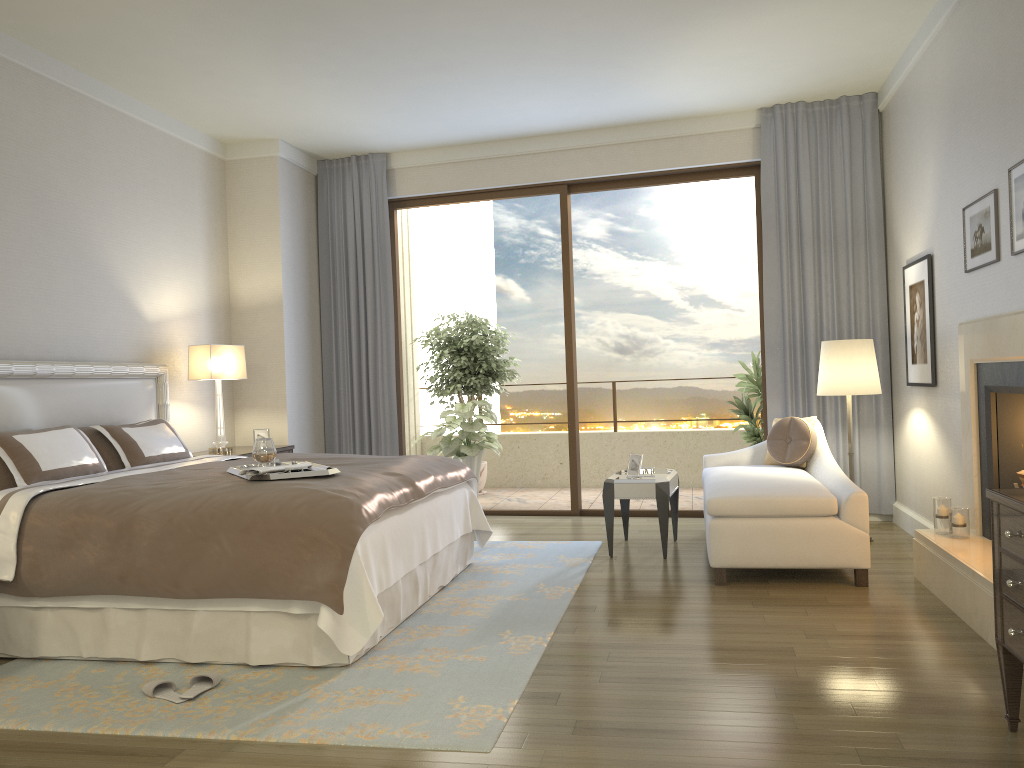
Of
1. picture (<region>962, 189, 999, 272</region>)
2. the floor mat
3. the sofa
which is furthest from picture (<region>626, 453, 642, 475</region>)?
picture (<region>962, 189, 999, 272</region>)

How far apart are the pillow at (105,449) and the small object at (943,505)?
4.2 meters

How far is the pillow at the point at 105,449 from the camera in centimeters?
492cm

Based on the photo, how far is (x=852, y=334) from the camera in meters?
6.4

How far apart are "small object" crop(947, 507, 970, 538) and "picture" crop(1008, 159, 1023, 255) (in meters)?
1.30

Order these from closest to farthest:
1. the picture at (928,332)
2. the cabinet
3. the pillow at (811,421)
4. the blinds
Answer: the cabinet, the picture at (928,332), the pillow at (811,421), the blinds

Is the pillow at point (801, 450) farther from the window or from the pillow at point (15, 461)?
the pillow at point (15, 461)

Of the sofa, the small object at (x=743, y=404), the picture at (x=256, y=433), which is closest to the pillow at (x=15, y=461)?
the picture at (x=256, y=433)

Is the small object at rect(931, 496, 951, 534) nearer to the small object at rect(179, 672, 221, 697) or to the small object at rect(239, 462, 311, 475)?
the small object at rect(239, 462, 311, 475)

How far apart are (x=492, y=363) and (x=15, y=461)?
5.28m
